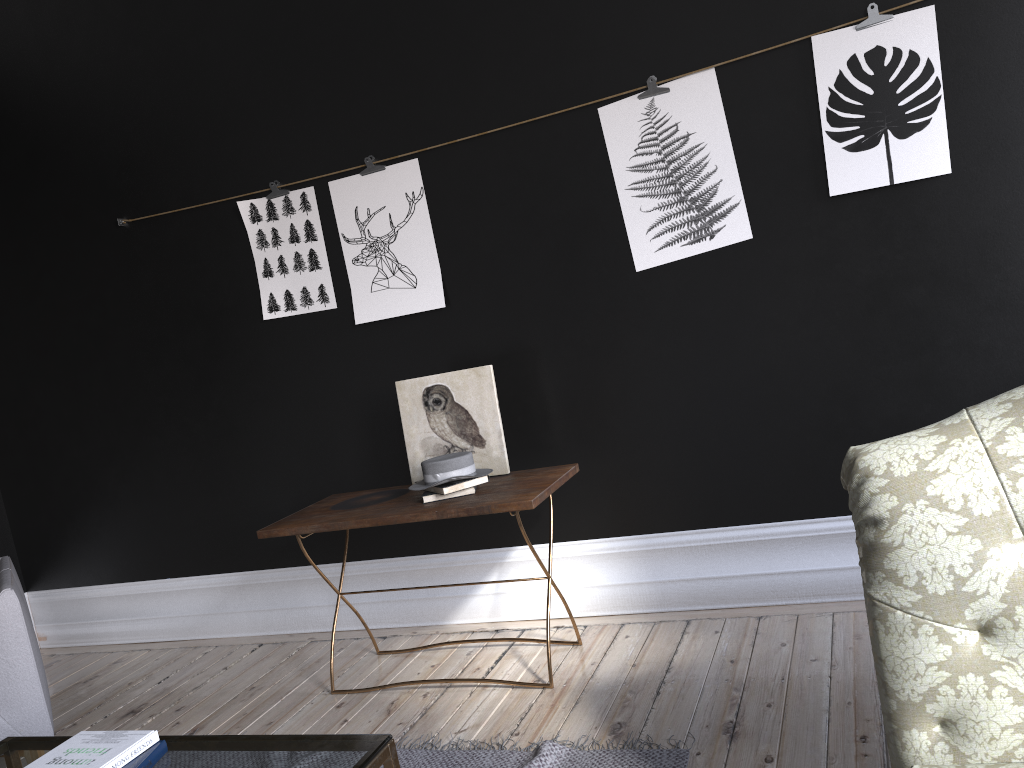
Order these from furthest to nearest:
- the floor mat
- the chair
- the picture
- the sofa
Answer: the picture
the chair
the floor mat
the sofa

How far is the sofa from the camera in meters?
1.5

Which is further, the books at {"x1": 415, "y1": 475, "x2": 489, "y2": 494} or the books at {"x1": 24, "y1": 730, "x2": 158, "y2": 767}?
the books at {"x1": 415, "y1": 475, "x2": 489, "y2": 494}

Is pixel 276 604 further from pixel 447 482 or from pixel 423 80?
pixel 423 80

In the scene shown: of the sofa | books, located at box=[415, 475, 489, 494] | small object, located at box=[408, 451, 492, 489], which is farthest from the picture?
the sofa

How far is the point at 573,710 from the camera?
2.9 meters

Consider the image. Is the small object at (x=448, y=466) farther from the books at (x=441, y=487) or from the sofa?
the sofa

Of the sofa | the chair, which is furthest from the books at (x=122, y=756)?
the sofa

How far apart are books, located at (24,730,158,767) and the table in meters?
0.0 m

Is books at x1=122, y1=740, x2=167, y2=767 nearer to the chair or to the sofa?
the chair
